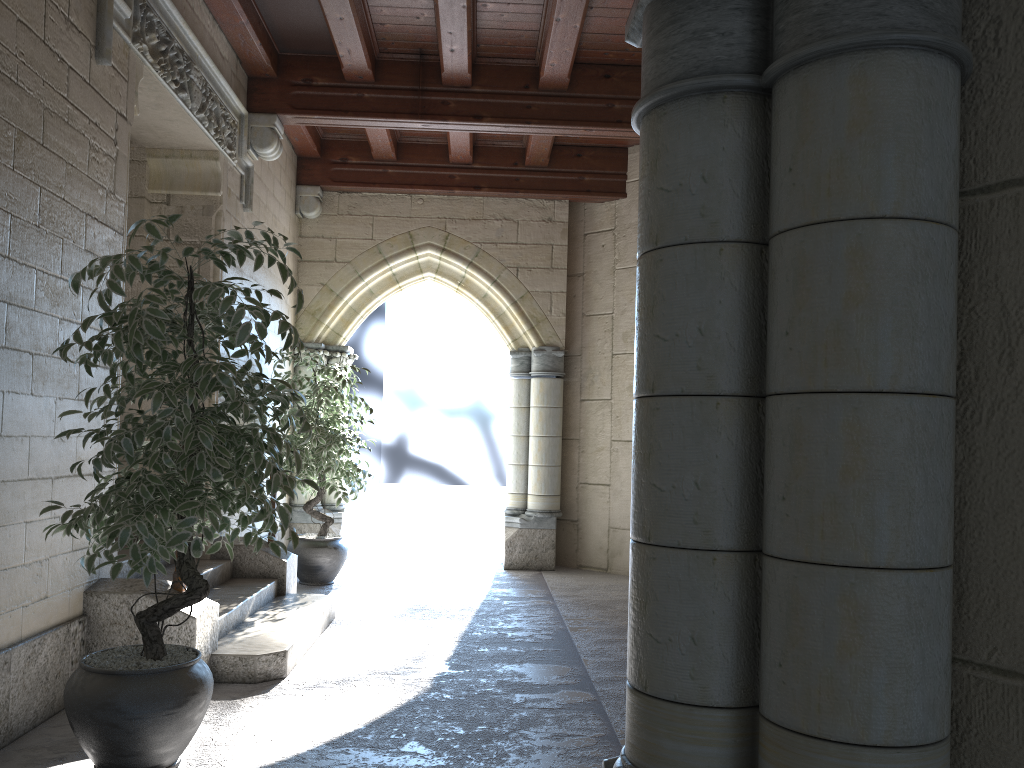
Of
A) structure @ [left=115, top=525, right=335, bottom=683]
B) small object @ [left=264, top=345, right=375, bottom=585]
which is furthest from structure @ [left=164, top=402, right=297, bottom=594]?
small object @ [left=264, top=345, right=375, bottom=585]

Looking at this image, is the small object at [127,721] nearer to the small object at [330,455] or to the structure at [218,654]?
the structure at [218,654]

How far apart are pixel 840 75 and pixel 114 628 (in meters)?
3.10

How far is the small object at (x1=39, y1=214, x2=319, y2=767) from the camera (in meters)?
2.39

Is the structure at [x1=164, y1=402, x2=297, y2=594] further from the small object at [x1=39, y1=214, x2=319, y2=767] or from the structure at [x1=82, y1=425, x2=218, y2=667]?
the small object at [x1=39, y1=214, x2=319, y2=767]

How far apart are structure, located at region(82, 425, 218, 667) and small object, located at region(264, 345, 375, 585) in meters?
2.1

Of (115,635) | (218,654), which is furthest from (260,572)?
(115,635)

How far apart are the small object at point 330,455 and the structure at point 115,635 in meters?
2.1 m

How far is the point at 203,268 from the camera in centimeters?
492cm

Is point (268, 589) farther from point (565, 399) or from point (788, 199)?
point (788, 199)
